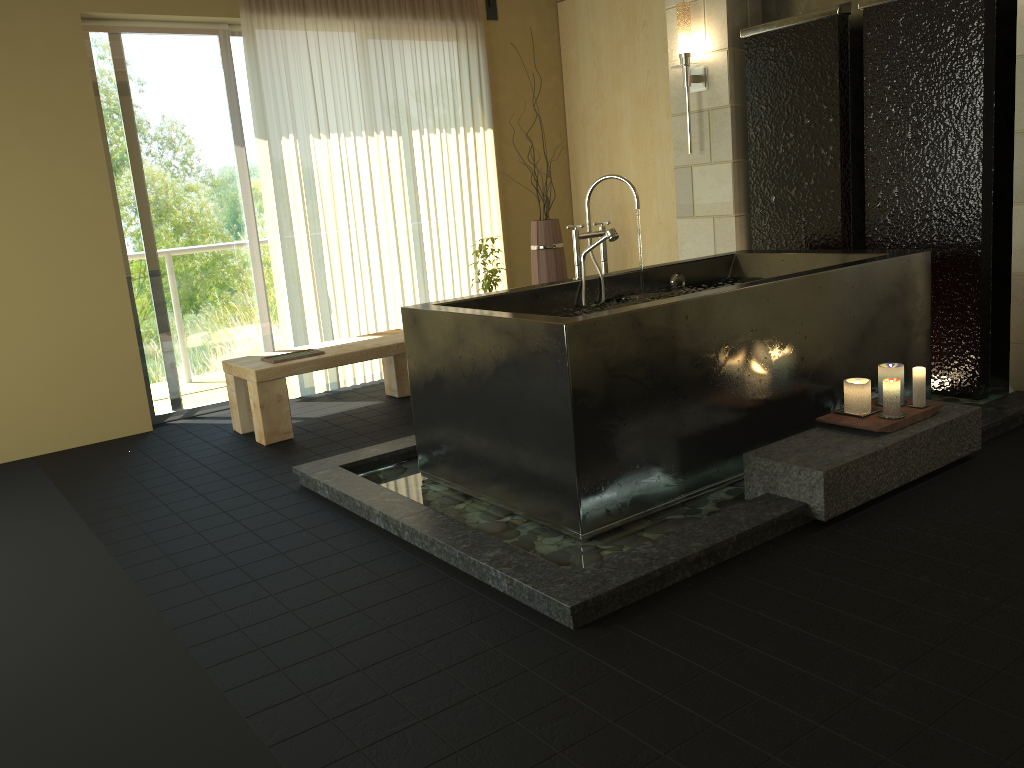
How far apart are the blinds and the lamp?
1.6 meters

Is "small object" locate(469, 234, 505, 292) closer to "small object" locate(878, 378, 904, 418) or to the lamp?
the lamp

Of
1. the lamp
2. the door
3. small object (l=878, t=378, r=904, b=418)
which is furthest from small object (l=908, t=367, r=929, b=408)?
the door

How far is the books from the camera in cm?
476

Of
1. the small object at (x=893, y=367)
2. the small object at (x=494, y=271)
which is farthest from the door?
the small object at (x=893, y=367)

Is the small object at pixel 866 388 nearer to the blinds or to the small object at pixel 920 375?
the small object at pixel 920 375

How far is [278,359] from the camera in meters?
4.8 m

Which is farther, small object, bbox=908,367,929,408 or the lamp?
the lamp

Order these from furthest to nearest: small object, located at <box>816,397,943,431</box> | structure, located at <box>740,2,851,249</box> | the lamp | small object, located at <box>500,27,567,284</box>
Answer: small object, located at <box>500,27,567,284</box> → the lamp → structure, located at <box>740,2,851,249</box> → small object, located at <box>816,397,943,431</box>

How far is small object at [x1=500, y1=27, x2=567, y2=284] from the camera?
5.7 meters
